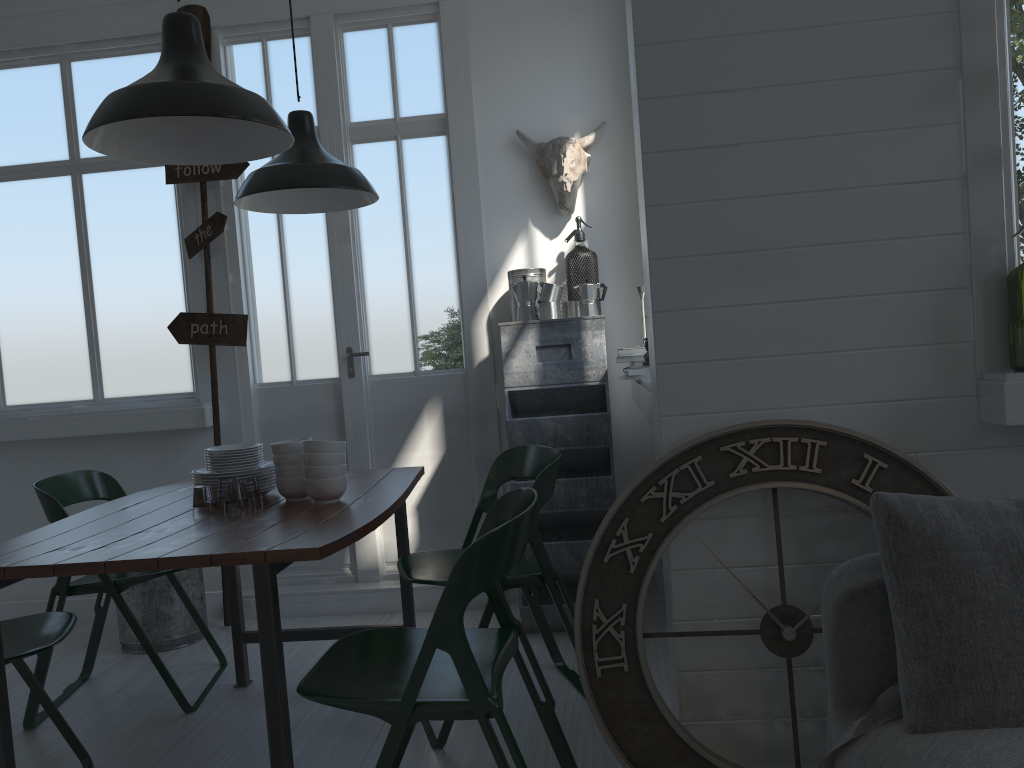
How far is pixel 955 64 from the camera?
2.4 meters

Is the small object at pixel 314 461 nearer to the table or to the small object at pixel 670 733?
the table

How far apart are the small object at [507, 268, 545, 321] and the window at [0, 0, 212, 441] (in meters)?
1.79

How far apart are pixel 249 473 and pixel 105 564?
0.9 meters

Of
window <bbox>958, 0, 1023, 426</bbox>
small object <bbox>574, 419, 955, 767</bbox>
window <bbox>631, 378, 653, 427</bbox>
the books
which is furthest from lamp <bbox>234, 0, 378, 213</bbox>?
window <bbox>958, 0, 1023, 426</bbox>

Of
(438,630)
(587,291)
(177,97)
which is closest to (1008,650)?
(438,630)

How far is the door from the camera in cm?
490

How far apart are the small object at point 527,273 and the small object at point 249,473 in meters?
1.8 m

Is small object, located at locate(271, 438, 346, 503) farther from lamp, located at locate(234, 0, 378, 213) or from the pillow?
the pillow

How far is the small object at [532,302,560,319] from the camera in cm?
445
